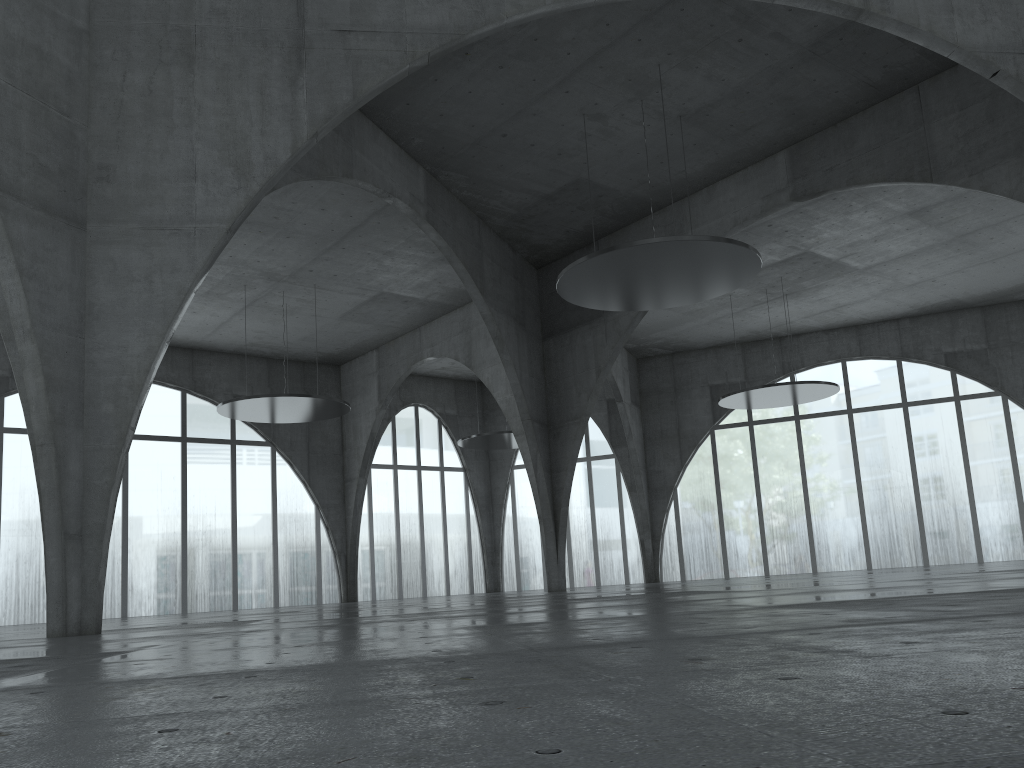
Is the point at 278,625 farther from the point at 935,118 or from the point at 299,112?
the point at 935,118
